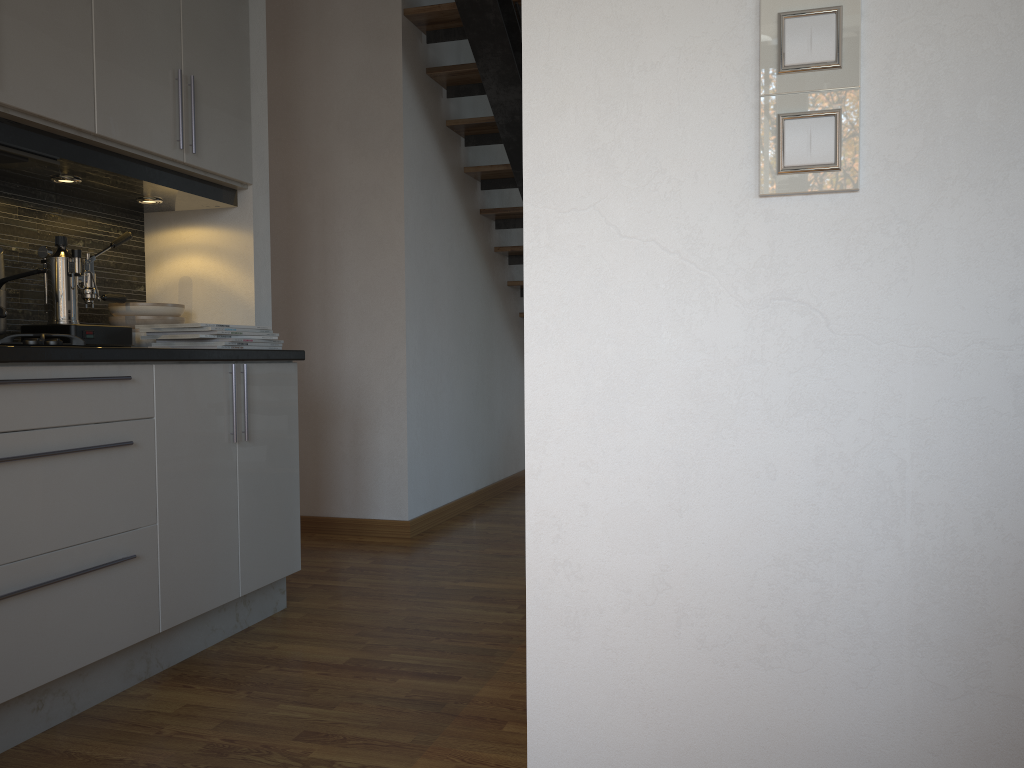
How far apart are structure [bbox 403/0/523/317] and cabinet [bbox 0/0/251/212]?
1.1 meters

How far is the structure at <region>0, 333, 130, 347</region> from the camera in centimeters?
197cm

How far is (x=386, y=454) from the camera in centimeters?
414cm

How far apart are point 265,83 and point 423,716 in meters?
2.1

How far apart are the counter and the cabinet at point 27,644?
0.0 meters

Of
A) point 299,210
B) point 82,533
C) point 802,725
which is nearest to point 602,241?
point 802,725

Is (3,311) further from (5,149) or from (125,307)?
(125,307)

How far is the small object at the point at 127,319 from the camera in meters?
2.8 m

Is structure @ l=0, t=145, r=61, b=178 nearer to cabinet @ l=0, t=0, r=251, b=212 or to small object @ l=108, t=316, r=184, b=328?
cabinet @ l=0, t=0, r=251, b=212

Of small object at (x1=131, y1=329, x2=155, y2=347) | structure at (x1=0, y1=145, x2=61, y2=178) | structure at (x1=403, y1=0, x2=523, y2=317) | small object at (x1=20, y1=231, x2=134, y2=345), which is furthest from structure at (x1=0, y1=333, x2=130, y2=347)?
structure at (x1=403, y1=0, x2=523, y2=317)
